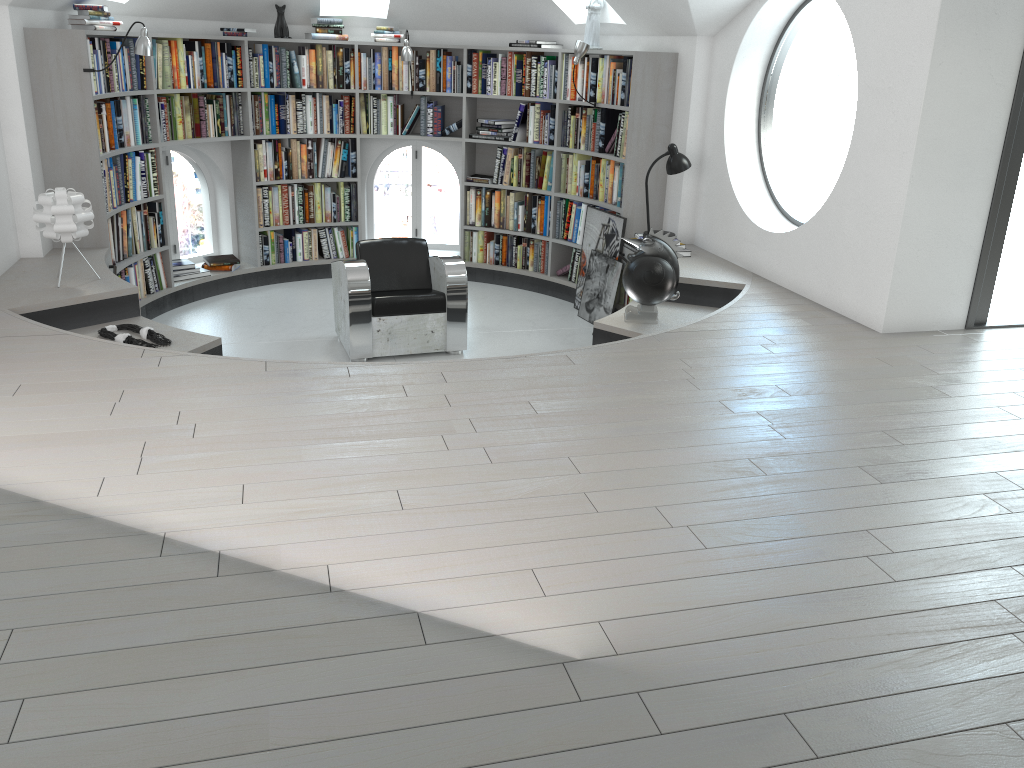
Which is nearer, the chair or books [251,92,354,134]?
the chair

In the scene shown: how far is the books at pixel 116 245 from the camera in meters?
6.2

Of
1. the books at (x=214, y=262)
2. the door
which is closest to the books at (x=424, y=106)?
the books at (x=214, y=262)

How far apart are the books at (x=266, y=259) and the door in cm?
521

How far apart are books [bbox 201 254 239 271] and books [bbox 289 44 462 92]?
1.55m

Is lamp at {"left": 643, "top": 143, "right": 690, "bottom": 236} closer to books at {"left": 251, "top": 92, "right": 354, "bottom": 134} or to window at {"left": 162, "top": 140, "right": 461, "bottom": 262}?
window at {"left": 162, "top": 140, "right": 461, "bottom": 262}

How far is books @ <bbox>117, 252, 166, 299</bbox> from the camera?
6.4 meters

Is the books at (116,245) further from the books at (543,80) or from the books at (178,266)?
the books at (543,80)

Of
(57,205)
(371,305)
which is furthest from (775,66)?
(57,205)

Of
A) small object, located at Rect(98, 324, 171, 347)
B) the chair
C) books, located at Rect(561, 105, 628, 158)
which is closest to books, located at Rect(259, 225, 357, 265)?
the chair
